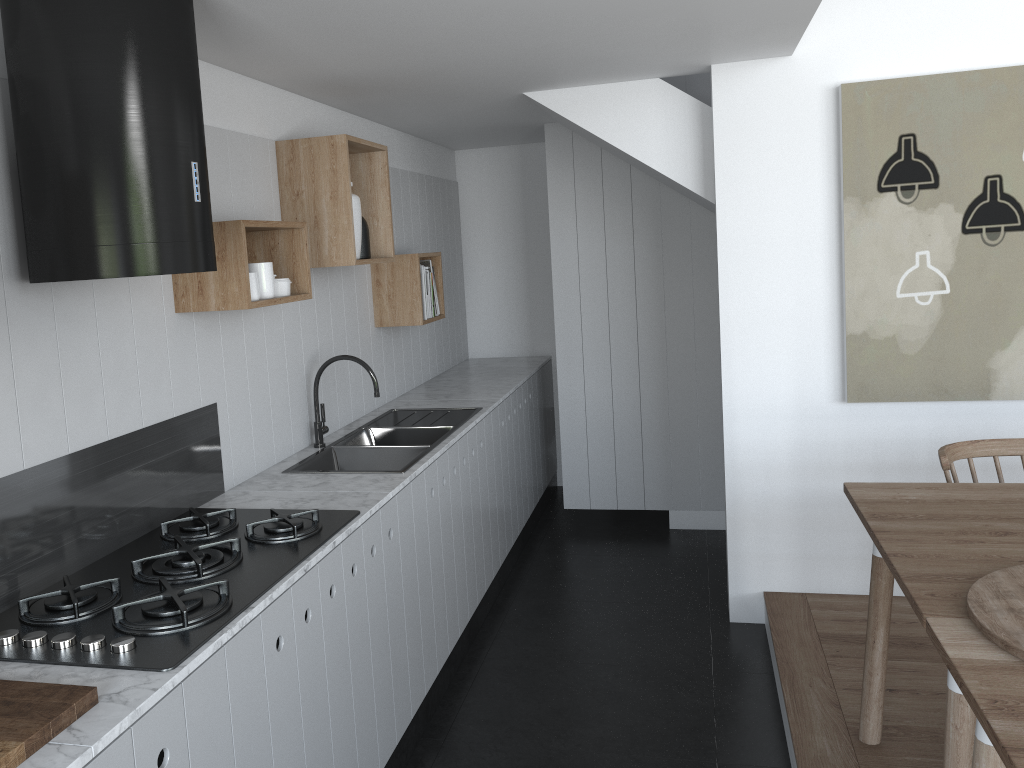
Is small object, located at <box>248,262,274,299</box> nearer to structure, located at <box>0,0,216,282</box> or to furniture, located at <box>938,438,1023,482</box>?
structure, located at <box>0,0,216,282</box>

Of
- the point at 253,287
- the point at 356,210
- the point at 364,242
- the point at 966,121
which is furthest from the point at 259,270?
the point at 966,121

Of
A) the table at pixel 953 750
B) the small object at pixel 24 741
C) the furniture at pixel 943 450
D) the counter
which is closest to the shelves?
A: the counter

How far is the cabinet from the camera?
1.74m

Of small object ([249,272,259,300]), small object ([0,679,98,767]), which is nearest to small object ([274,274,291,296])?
small object ([249,272,259,300])

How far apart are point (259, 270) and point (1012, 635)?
2.13m

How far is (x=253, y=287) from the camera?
2.6 meters

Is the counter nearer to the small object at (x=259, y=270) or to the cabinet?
the cabinet

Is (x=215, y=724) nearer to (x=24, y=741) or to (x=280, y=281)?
(x=24, y=741)

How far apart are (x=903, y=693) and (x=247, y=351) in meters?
2.5 m
